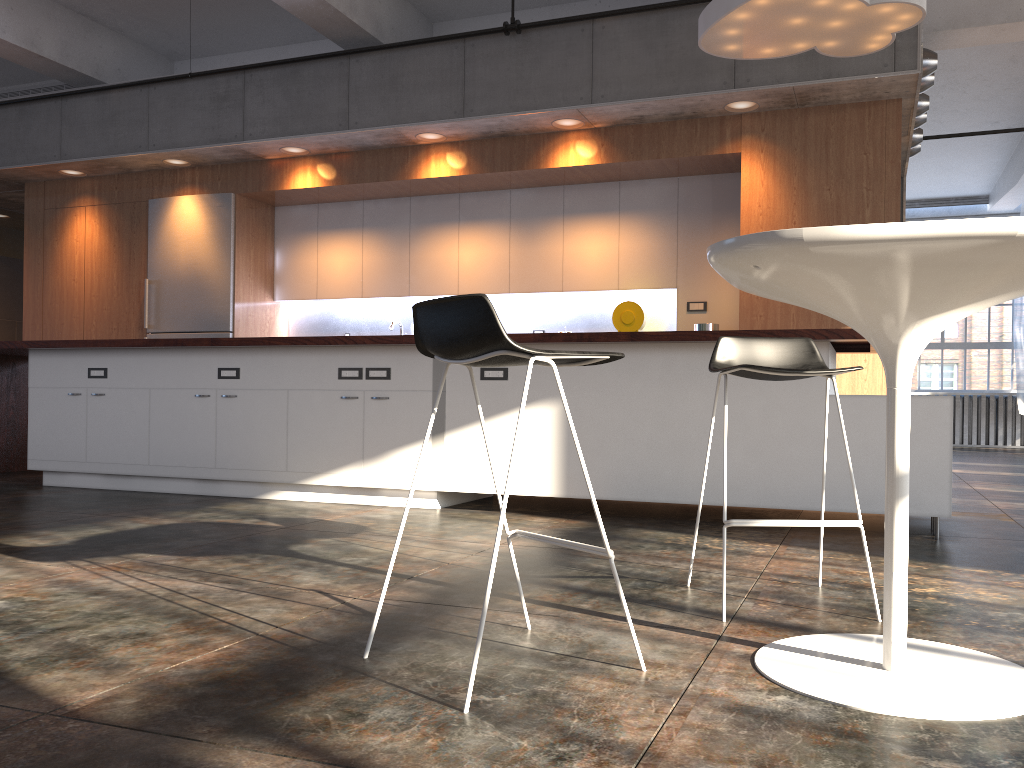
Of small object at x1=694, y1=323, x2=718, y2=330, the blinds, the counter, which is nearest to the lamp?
the counter

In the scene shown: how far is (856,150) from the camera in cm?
608

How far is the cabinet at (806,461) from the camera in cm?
416

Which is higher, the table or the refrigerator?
the refrigerator

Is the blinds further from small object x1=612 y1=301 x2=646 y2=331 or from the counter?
the counter

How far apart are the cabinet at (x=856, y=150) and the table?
4.1 meters

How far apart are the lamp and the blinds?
9.99m

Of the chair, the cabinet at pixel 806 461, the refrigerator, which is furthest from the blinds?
the chair

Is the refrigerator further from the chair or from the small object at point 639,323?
the chair

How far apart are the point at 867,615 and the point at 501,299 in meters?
5.7 m
